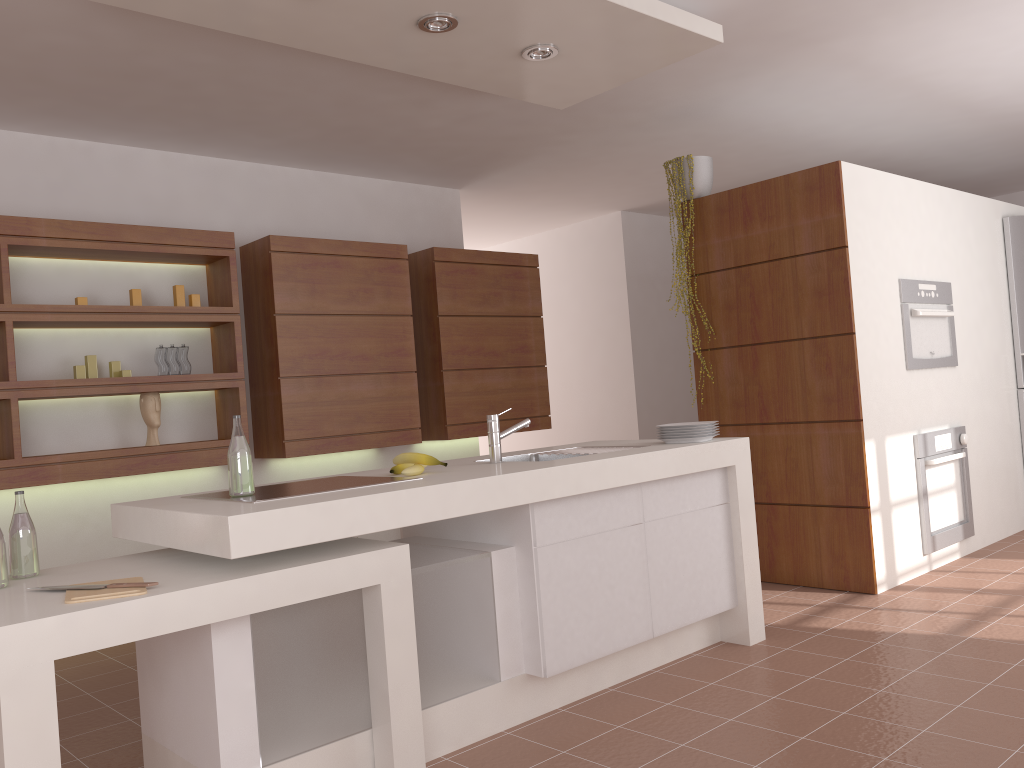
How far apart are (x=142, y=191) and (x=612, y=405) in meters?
4.1 m

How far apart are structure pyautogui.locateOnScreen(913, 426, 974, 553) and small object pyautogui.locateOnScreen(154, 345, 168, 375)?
3.8 meters

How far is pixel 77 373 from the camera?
4.18m

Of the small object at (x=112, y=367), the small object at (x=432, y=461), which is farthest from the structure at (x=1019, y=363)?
the small object at (x=112, y=367)

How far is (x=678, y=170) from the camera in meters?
4.7 m

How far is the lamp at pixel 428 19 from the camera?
3.1m

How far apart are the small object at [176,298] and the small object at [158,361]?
0.2m

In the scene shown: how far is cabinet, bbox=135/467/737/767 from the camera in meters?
2.2

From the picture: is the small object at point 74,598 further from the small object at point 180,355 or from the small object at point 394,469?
the small object at point 180,355

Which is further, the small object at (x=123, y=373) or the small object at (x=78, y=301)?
the small object at (x=123, y=373)
